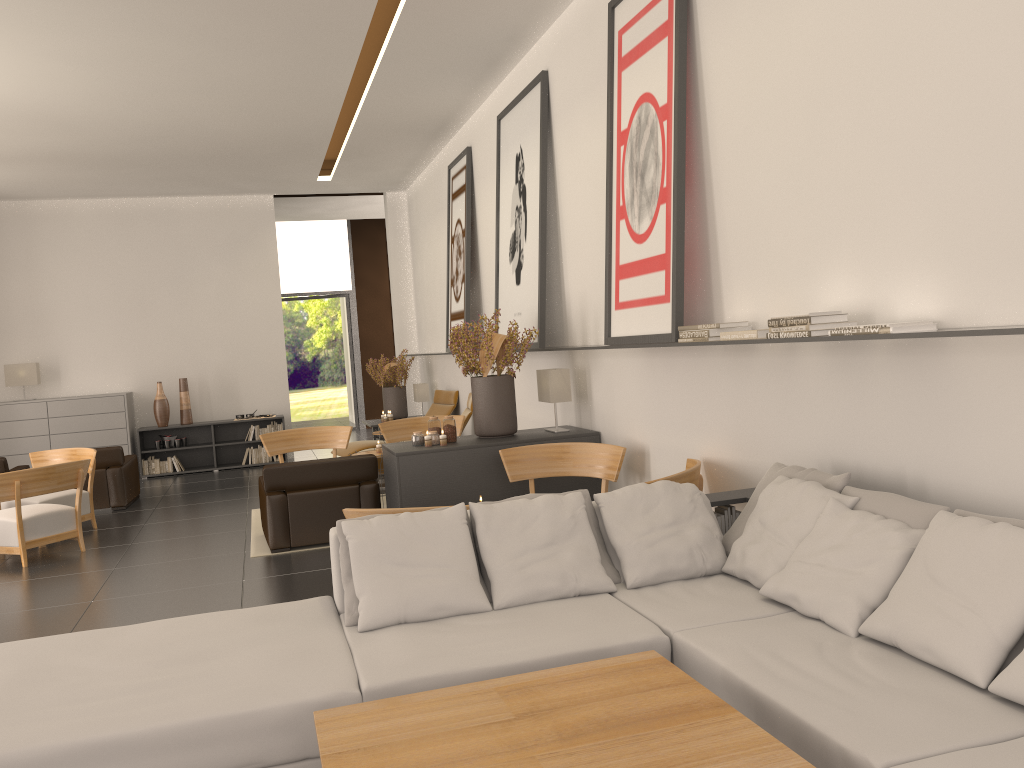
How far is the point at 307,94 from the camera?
13.0m

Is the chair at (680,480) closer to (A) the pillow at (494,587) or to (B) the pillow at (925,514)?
(A) the pillow at (494,587)

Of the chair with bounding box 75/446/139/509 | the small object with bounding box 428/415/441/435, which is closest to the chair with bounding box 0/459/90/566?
the chair with bounding box 75/446/139/509

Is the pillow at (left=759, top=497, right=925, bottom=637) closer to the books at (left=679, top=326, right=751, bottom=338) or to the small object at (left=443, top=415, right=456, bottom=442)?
the books at (left=679, top=326, right=751, bottom=338)

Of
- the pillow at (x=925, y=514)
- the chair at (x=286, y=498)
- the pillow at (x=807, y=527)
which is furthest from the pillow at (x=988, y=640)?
the chair at (x=286, y=498)

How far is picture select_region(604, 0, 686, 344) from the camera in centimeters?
755cm

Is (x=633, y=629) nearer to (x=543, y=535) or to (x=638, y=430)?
(x=543, y=535)

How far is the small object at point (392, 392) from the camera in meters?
19.4 m

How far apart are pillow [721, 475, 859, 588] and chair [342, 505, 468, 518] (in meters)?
2.59

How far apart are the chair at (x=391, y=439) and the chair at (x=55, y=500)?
4.35m
